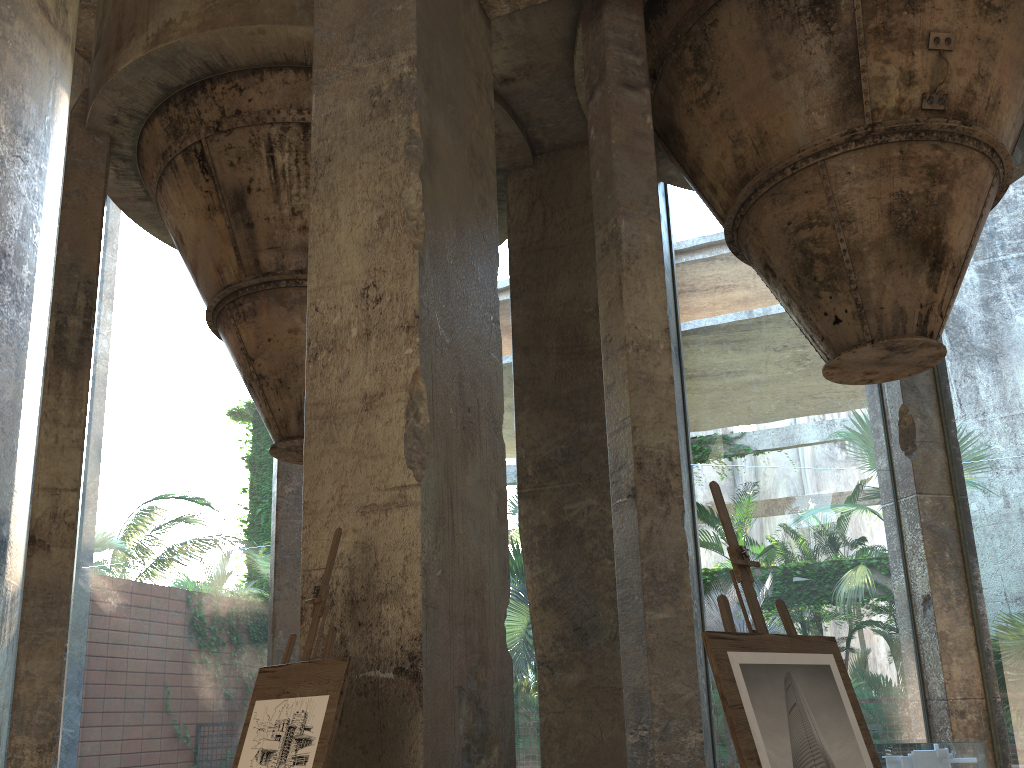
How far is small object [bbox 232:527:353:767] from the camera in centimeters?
309cm

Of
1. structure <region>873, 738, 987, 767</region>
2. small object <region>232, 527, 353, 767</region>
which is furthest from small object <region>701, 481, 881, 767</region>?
structure <region>873, 738, 987, 767</region>

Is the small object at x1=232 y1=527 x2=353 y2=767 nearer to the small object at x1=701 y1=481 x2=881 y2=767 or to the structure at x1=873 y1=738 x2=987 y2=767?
the small object at x1=701 y1=481 x2=881 y2=767

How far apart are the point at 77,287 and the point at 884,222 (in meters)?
6.34

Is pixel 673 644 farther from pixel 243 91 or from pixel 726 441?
pixel 726 441

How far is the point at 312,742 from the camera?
3.1m

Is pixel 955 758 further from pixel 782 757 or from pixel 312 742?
pixel 312 742

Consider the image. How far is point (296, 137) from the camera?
7.33m

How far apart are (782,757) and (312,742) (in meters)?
1.59

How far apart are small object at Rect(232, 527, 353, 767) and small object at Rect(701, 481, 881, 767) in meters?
1.3 m
